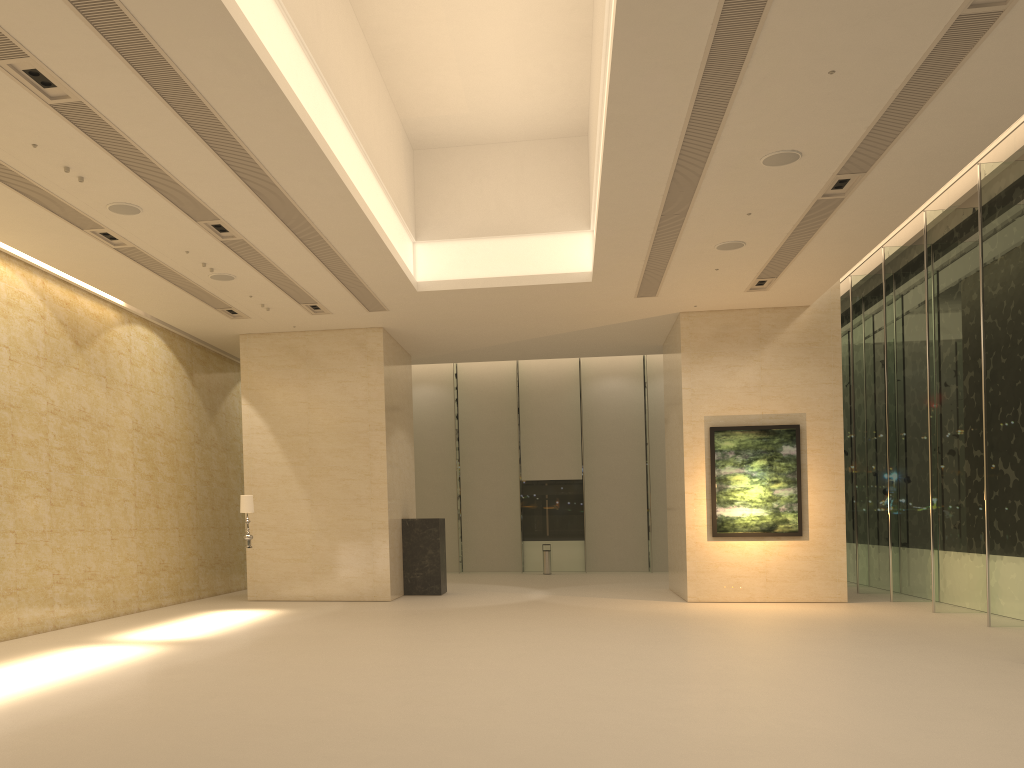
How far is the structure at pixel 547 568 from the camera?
27.2m

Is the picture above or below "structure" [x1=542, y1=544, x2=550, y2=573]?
above

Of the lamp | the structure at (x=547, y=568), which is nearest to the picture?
the lamp

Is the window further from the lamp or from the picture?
the lamp

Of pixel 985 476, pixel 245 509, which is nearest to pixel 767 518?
pixel 985 476

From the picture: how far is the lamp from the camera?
16.20m

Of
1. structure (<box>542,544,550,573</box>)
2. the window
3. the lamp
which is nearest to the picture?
the window

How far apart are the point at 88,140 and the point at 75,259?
4.6m

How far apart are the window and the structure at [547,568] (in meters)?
1.63

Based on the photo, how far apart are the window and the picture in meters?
2.0 m
